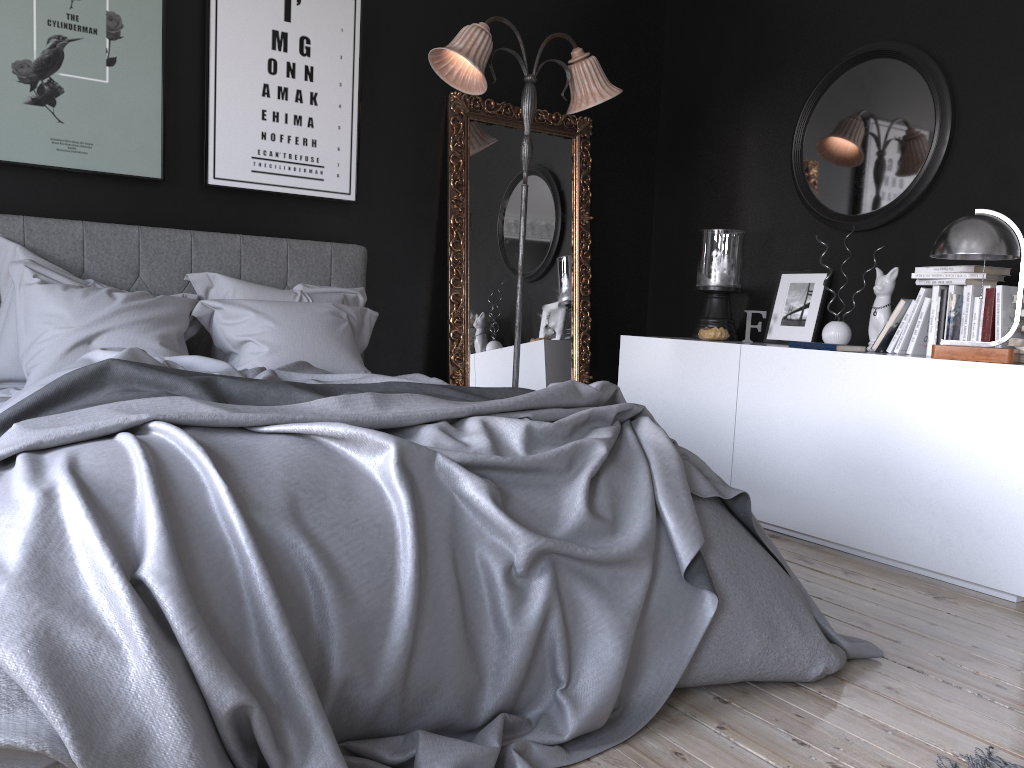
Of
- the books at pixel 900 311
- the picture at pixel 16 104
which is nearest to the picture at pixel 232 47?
the picture at pixel 16 104

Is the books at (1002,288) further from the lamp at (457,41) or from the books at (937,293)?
the lamp at (457,41)

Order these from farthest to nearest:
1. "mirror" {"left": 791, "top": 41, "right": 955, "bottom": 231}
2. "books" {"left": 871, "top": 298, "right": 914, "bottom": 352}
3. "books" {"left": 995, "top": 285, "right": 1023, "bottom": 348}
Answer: "mirror" {"left": 791, "top": 41, "right": 955, "bottom": 231}, "books" {"left": 871, "top": 298, "right": 914, "bottom": 352}, "books" {"left": 995, "top": 285, "right": 1023, "bottom": 348}

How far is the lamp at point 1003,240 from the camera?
3.33m

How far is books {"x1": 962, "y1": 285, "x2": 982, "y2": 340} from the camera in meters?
3.7

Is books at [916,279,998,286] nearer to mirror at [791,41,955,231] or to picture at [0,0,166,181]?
mirror at [791,41,955,231]

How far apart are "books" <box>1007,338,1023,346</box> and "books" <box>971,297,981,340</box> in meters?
0.2

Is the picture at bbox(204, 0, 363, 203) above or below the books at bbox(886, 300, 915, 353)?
above

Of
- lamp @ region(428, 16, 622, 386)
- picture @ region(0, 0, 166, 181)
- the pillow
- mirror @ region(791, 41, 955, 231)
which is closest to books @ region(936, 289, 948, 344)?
mirror @ region(791, 41, 955, 231)

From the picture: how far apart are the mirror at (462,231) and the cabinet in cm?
38
